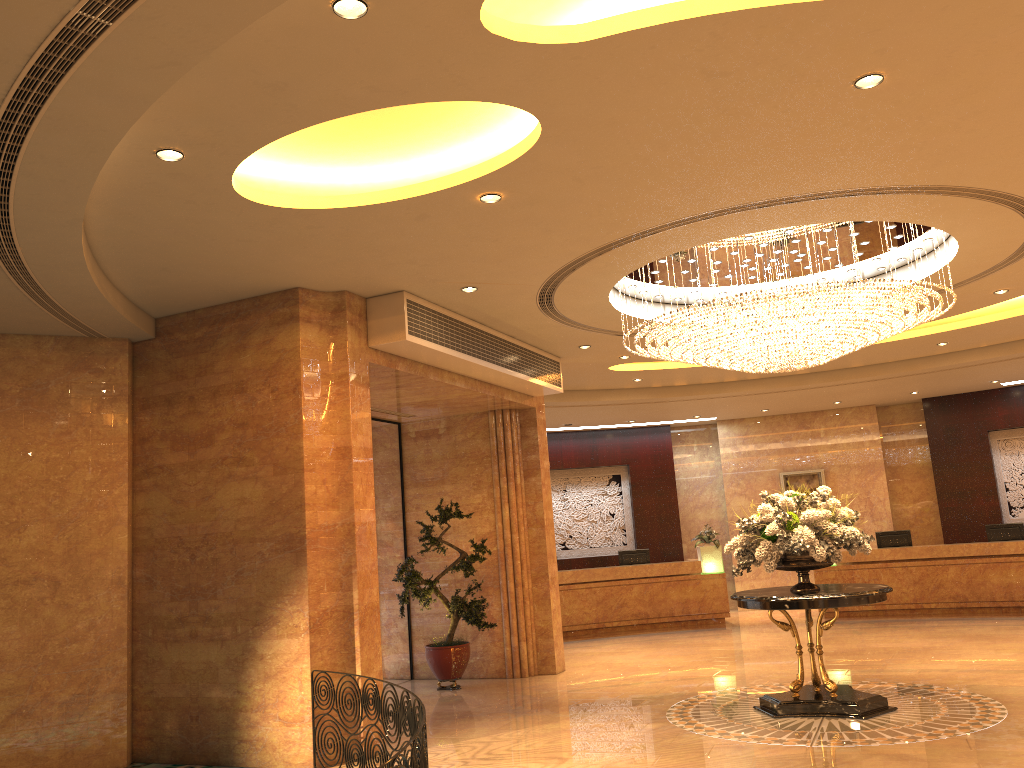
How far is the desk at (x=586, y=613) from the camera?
16.0m

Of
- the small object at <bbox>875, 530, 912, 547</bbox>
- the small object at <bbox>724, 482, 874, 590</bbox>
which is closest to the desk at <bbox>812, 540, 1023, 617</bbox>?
the small object at <bbox>875, 530, 912, 547</bbox>

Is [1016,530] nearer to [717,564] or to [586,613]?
[717,564]

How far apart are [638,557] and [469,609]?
6.8 meters

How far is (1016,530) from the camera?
15.2 meters

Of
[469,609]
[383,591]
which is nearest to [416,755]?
→ [469,609]

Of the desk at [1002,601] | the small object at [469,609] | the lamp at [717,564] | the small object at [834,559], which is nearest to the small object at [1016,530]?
the desk at [1002,601]

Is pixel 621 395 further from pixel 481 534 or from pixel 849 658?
pixel 849 658

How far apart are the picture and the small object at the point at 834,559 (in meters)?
9.81

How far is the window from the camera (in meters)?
11.75
